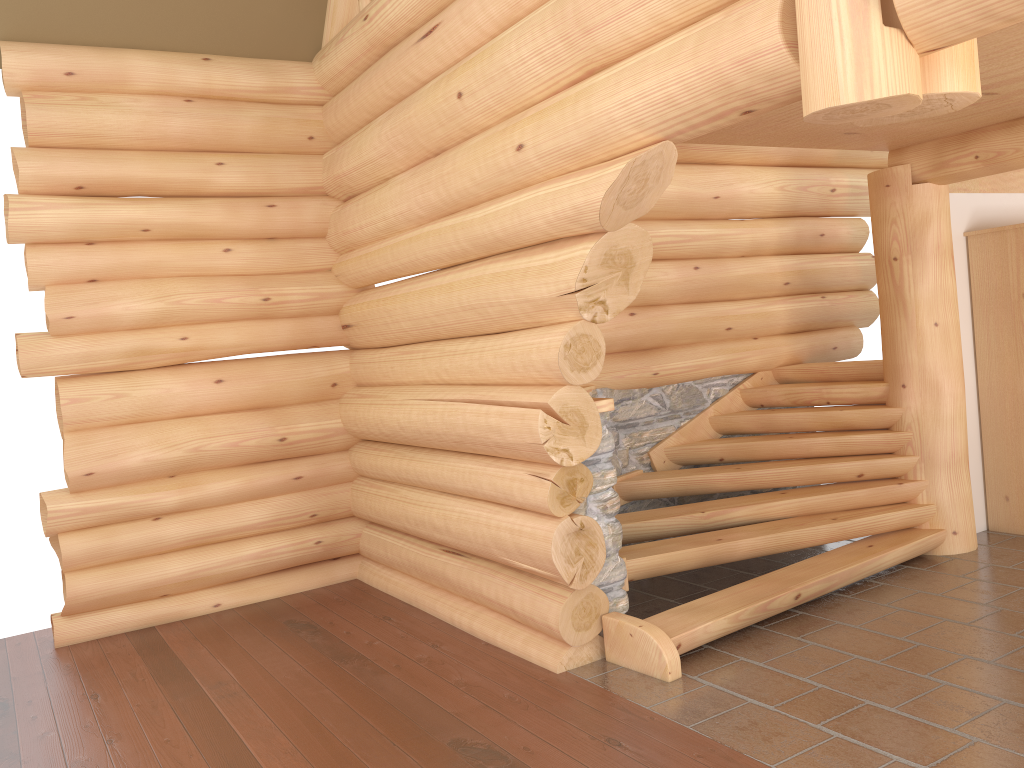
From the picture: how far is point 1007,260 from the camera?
6.80m

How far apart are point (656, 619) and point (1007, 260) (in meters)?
4.09

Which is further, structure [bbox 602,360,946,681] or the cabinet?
the cabinet

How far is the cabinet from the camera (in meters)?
6.80

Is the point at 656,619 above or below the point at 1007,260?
below

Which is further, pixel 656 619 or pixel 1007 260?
pixel 1007 260

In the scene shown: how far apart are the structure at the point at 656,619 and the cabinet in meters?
0.8 m

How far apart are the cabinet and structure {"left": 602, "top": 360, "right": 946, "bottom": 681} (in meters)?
0.84
